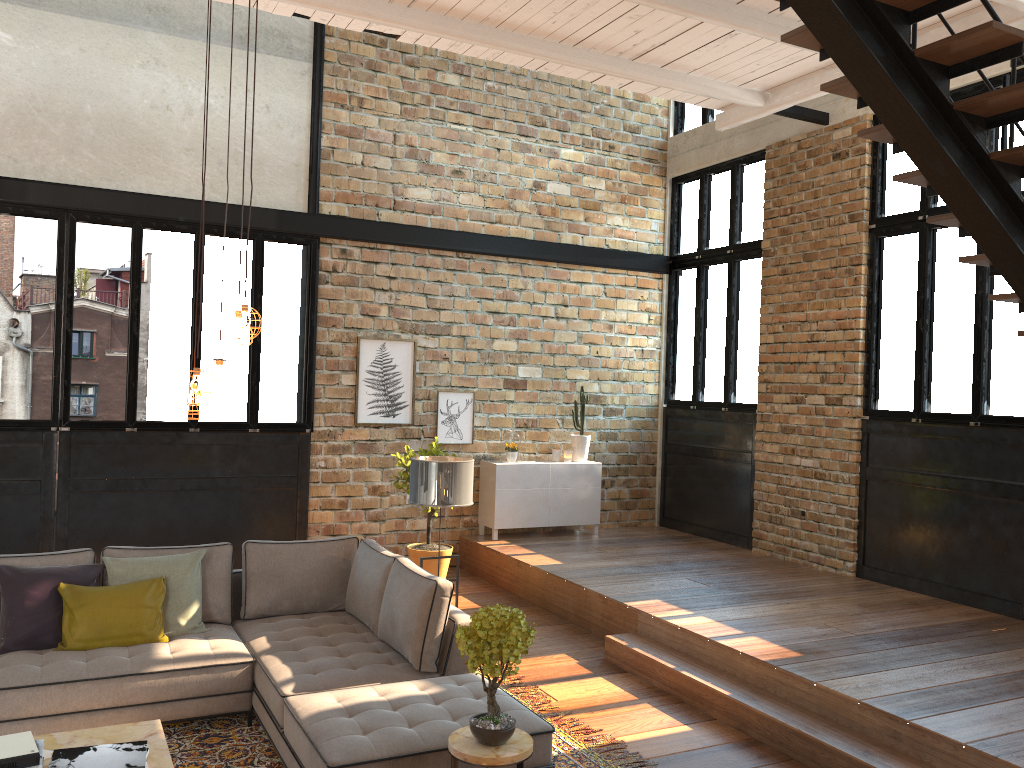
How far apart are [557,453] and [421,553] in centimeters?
220cm

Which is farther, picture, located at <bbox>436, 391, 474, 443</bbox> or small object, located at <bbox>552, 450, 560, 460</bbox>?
small object, located at <bbox>552, 450, 560, 460</bbox>

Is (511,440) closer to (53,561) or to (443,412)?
(443,412)

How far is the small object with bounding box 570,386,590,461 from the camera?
9.7 meters

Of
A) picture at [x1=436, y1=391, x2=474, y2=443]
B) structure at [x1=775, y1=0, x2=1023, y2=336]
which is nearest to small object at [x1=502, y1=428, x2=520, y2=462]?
picture at [x1=436, y1=391, x2=474, y2=443]

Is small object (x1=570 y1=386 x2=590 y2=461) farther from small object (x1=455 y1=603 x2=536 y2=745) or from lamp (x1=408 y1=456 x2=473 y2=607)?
small object (x1=455 y1=603 x2=536 y2=745)

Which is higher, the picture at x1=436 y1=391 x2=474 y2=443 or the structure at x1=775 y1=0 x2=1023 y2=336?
the structure at x1=775 y1=0 x2=1023 y2=336

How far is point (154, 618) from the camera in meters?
5.0 m

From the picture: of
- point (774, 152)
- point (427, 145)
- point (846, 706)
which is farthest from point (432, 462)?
point (774, 152)

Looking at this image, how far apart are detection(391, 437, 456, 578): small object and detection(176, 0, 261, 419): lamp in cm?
409
